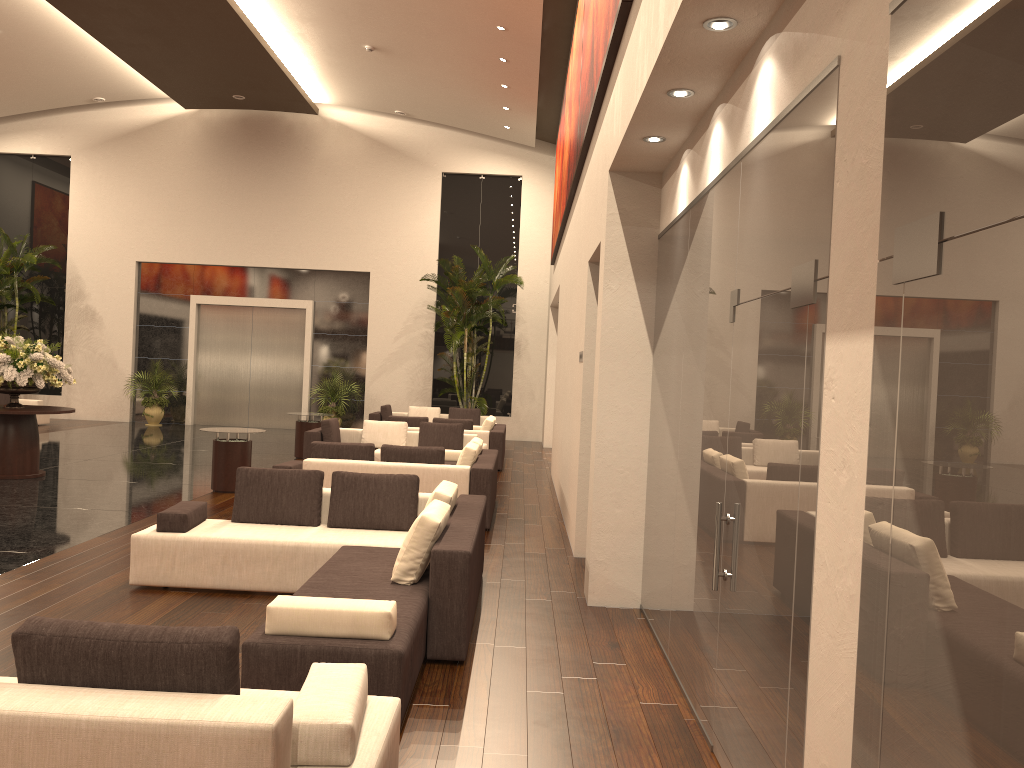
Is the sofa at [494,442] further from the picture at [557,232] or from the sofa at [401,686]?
the sofa at [401,686]

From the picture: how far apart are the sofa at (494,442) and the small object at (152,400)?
8.3m

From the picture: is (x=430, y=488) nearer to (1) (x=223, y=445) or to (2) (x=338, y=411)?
(1) (x=223, y=445)

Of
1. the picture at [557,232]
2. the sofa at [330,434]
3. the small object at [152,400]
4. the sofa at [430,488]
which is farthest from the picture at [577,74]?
the small object at [152,400]

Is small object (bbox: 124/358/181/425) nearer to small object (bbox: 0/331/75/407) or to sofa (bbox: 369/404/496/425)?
sofa (bbox: 369/404/496/425)

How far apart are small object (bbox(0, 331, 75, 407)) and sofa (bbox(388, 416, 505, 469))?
5.4 meters

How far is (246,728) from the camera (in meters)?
2.58

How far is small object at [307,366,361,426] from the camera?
21.2m

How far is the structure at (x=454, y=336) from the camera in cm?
1991

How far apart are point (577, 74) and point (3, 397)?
15.4m
